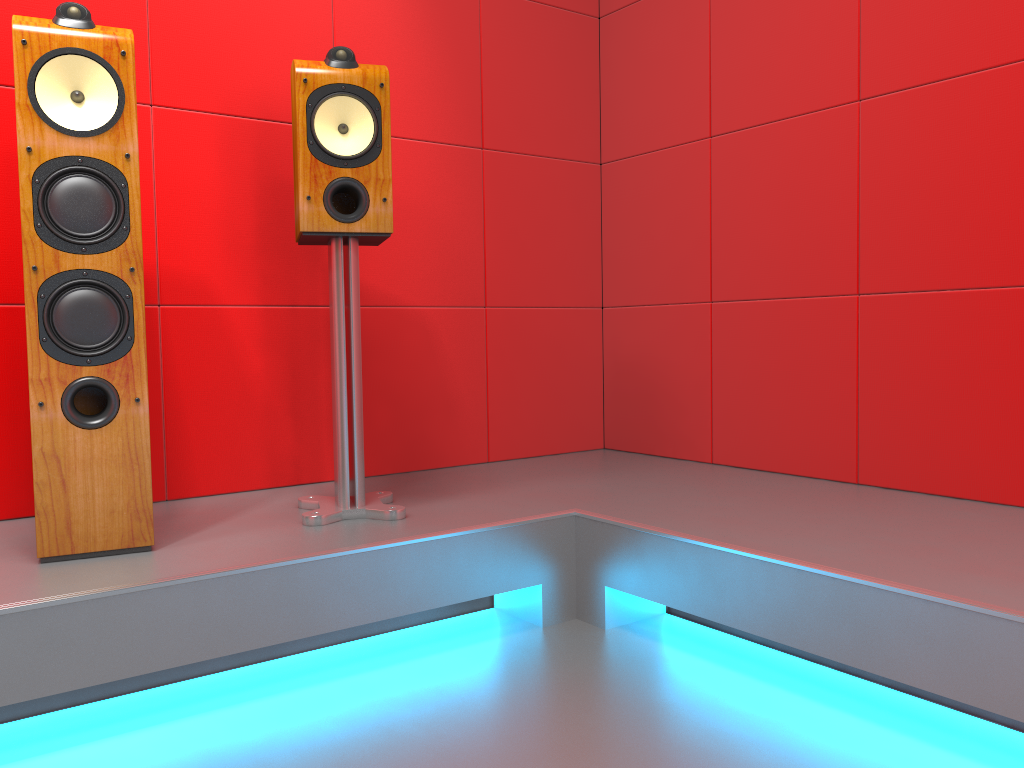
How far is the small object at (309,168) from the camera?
1.9 meters

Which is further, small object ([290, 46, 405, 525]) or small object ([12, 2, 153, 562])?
small object ([290, 46, 405, 525])

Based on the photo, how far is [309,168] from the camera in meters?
1.9 m

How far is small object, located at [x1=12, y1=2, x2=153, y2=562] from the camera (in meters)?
1.63

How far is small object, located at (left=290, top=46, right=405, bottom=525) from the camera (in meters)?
1.92

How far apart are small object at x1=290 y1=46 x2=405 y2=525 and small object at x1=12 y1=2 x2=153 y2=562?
0.3m

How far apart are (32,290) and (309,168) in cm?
61
